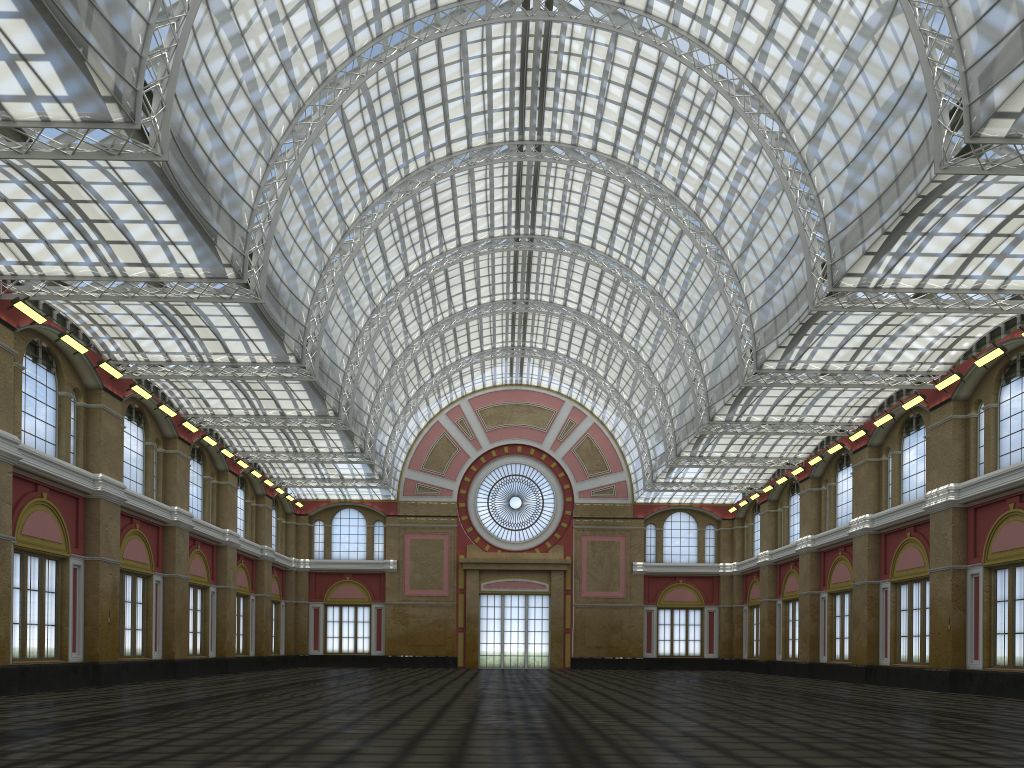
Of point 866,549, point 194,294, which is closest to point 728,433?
point 866,549

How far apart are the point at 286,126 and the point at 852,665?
40.7m
